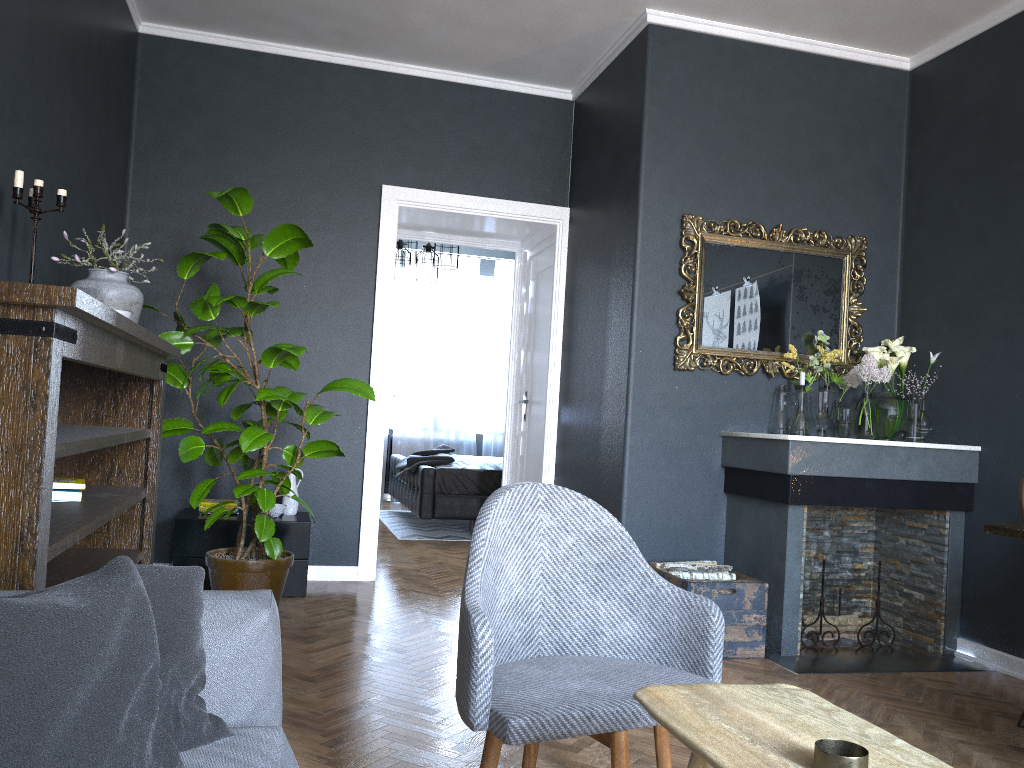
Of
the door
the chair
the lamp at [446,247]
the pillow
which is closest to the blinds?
the lamp at [446,247]

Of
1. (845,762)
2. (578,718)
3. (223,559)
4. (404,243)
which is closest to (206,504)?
(223,559)

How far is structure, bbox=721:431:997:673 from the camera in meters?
3.9

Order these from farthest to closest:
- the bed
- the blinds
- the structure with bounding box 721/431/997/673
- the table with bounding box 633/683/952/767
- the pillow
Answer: the blinds
the bed
the structure with bounding box 721/431/997/673
the table with bounding box 633/683/952/767
the pillow

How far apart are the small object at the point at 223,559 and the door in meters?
2.0

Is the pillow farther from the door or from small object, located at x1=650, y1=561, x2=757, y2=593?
the door

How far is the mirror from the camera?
4.39m

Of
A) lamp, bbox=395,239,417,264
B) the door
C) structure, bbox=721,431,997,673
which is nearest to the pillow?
structure, bbox=721,431,997,673

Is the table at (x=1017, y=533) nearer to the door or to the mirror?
the mirror

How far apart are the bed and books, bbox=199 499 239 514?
2.5m
